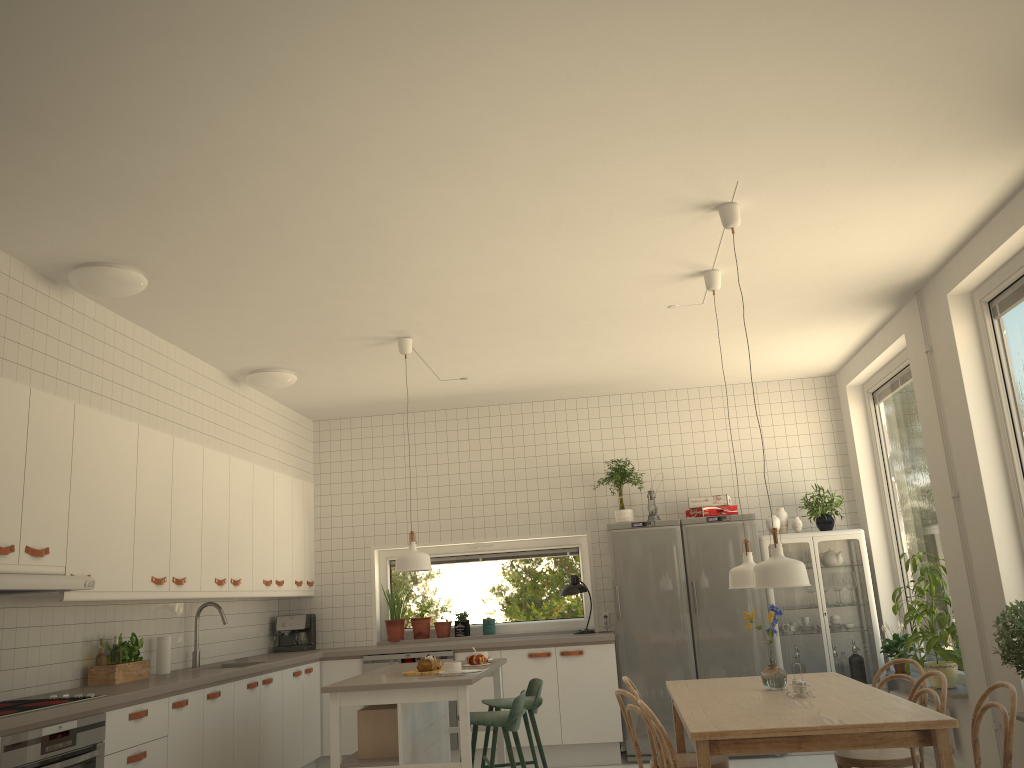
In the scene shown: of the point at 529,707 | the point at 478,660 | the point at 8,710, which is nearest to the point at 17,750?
the point at 8,710

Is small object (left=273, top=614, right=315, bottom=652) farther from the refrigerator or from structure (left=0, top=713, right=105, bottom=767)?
structure (left=0, top=713, right=105, bottom=767)

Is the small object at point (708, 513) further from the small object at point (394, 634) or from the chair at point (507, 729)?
the chair at point (507, 729)

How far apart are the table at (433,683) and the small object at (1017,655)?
2.6m

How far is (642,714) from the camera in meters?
3.8 m

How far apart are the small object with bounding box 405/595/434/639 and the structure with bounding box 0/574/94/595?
3.7m

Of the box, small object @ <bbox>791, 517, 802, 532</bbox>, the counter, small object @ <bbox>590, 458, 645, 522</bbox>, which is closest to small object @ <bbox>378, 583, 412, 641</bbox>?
the counter

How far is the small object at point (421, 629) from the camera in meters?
7.4 m

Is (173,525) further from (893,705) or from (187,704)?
(893,705)

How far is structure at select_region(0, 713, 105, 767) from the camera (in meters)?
3.43
